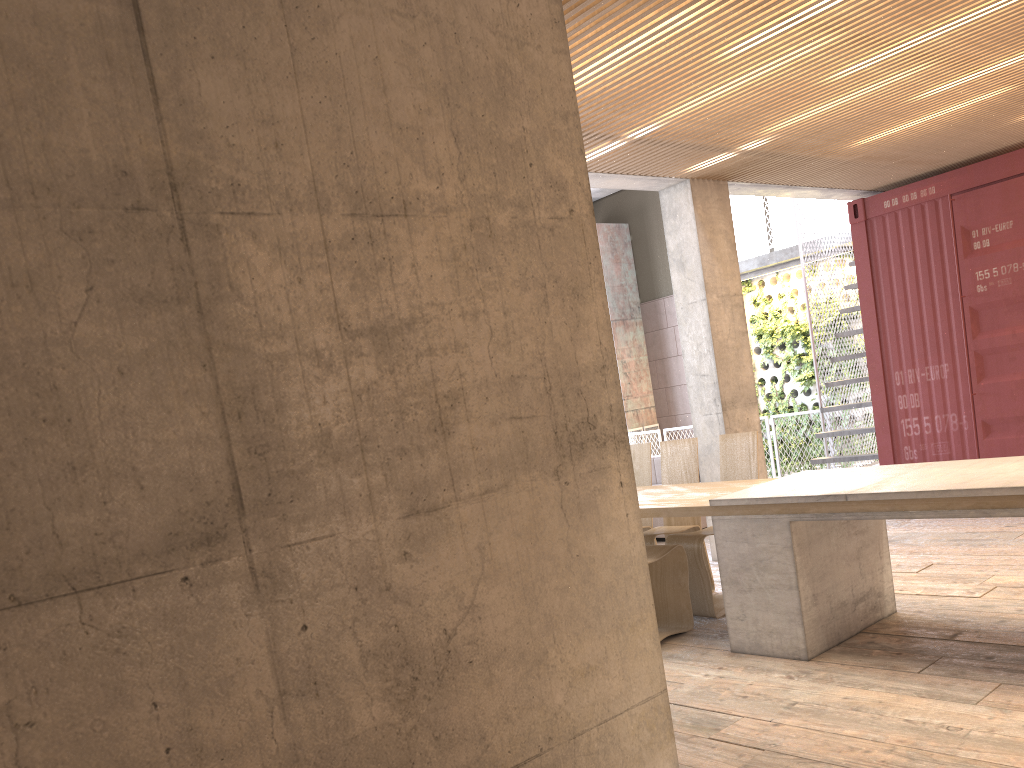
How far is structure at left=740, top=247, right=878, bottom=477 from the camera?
13.7m

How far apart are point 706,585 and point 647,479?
1.3m

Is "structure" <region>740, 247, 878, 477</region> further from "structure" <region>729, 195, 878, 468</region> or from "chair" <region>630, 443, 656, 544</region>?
"chair" <region>630, 443, 656, 544</region>

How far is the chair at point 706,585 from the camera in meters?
5.8 m

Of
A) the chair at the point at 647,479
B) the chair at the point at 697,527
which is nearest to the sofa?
the chair at the point at 647,479

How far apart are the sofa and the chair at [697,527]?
2.4 meters

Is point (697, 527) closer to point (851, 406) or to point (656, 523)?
point (656, 523)

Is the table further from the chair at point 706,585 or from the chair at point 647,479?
the chair at point 647,479

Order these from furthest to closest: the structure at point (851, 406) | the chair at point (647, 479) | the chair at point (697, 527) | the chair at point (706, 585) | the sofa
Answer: the structure at point (851, 406) → the sofa → the chair at point (647, 479) → the chair at point (697, 527) → the chair at point (706, 585)

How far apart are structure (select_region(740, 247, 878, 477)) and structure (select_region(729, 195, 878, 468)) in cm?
27
